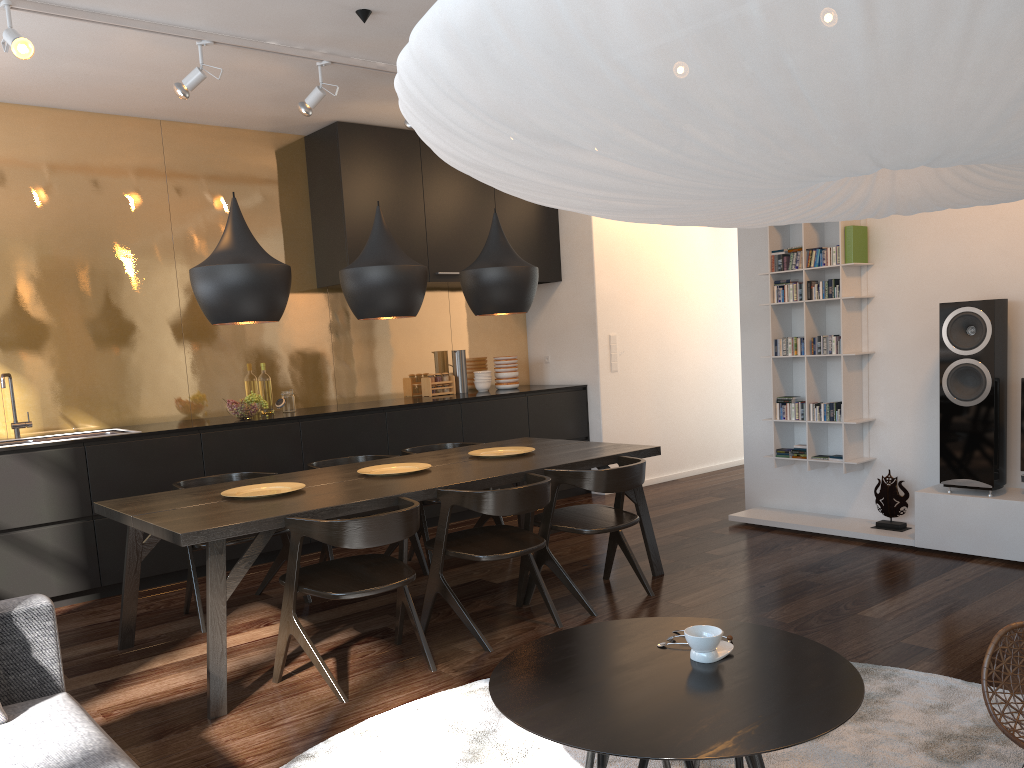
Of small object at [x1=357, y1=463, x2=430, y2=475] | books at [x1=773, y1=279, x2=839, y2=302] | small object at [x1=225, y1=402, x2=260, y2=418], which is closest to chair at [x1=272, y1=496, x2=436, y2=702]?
small object at [x1=357, y1=463, x2=430, y2=475]

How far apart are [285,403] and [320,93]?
2.10m

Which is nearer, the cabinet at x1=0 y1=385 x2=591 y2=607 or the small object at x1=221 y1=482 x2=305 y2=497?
the small object at x1=221 y1=482 x2=305 y2=497

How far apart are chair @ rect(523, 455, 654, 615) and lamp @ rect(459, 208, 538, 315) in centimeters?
92cm

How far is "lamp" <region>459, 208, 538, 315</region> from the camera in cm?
446

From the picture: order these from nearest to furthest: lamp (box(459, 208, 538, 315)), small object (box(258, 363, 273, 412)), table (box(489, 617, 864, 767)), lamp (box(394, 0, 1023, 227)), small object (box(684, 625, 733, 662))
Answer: lamp (box(394, 0, 1023, 227)), table (box(489, 617, 864, 767)), small object (box(684, 625, 733, 662)), lamp (box(459, 208, 538, 315)), small object (box(258, 363, 273, 412))

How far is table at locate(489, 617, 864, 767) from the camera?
1.7 meters

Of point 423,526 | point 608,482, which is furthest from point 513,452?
point 608,482

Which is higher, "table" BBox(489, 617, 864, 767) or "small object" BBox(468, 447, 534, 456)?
"small object" BBox(468, 447, 534, 456)

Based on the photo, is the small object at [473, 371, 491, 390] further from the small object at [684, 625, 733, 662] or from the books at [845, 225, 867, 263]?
the small object at [684, 625, 733, 662]
